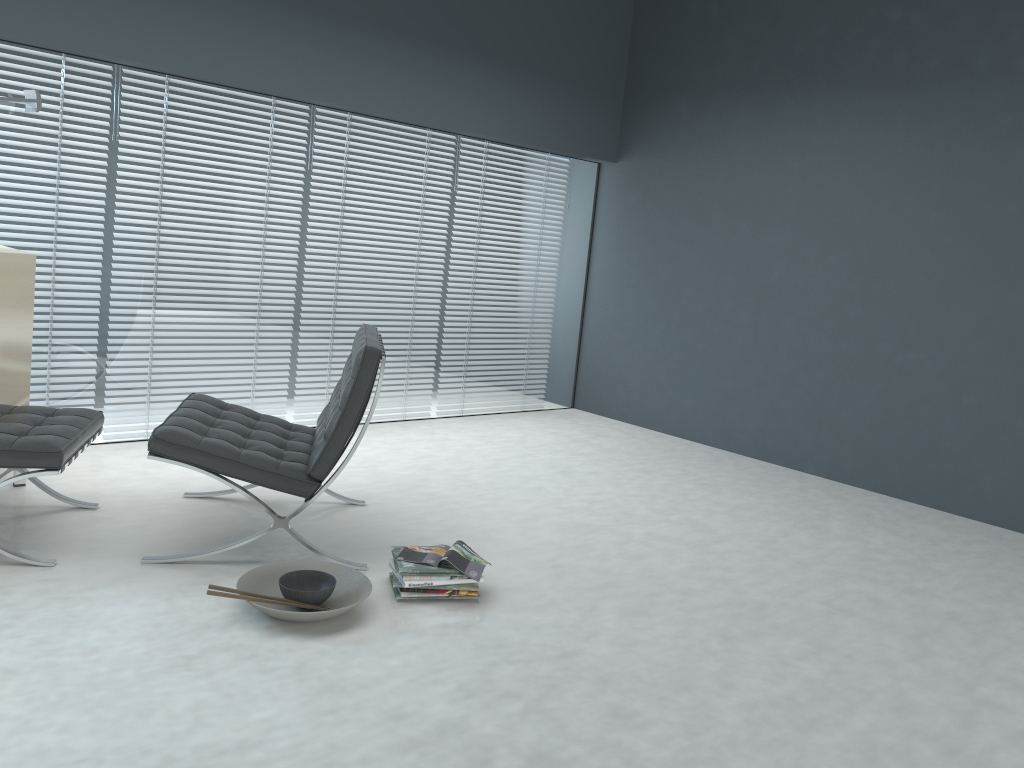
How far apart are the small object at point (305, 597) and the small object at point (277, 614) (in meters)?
0.04

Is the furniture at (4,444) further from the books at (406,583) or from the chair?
the books at (406,583)

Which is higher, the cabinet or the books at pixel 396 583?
the cabinet

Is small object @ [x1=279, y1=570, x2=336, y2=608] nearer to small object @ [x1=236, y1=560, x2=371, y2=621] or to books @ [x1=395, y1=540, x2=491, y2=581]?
small object @ [x1=236, y1=560, x2=371, y2=621]

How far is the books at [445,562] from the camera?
2.7 meters

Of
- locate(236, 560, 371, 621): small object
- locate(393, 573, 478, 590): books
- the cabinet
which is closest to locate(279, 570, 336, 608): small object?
locate(236, 560, 371, 621): small object

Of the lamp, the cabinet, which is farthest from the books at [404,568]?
the lamp

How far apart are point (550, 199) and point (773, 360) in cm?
178

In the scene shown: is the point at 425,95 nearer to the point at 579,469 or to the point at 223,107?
the point at 223,107

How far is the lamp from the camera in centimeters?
348cm
